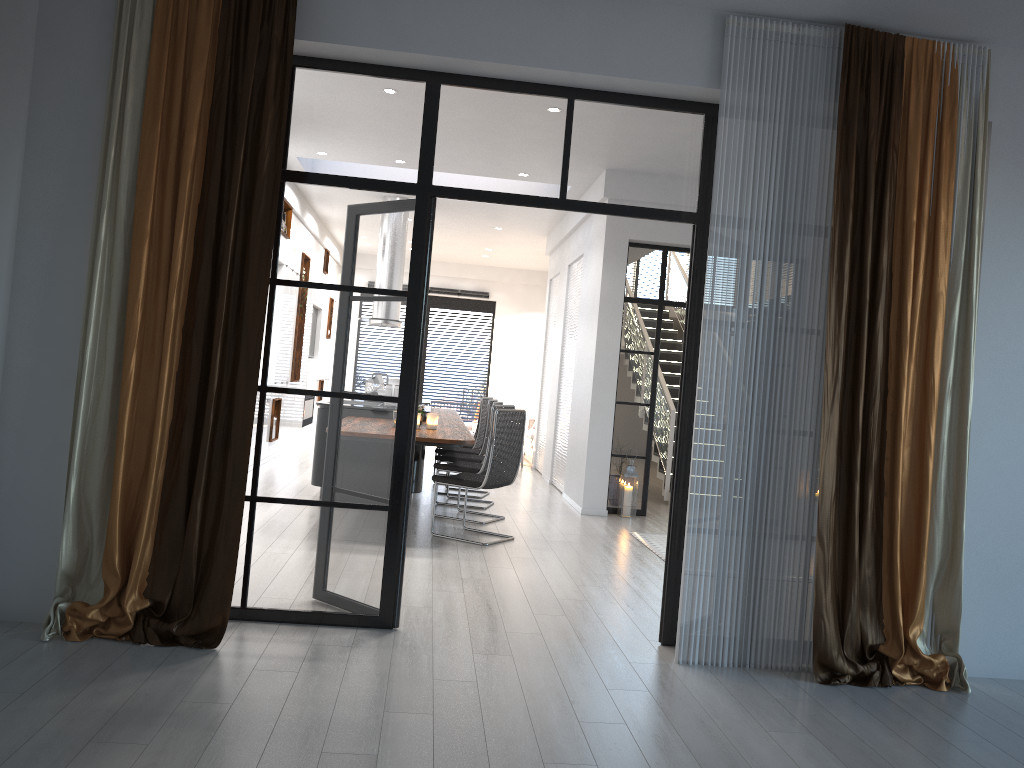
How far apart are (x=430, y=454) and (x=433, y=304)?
4.5m

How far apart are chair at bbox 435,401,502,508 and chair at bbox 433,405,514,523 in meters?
0.4

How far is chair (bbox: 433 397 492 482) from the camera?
9.98m

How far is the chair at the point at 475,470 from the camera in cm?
757

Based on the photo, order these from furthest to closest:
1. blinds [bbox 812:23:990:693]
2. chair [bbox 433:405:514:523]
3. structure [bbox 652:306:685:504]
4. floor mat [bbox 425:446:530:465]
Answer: floor mat [bbox 425:446:530:465], structure [bbox 652:306:685:504], chair [bbox 433:405:514:523], blinds [bbox 812:23:990:693]

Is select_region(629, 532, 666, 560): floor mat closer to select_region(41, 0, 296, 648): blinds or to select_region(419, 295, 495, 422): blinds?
select_region(41, 0, 296, 648): blinds

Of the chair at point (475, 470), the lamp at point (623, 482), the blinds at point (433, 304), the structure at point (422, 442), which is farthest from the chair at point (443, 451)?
the blinds at point (433, 304)

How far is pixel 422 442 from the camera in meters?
6.2 m

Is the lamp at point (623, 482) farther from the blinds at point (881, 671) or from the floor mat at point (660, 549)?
the blinds at point (881, 671)

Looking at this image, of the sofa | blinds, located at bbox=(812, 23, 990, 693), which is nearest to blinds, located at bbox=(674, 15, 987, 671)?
blinds, located at bbox=(812, 23, 990, 693)
